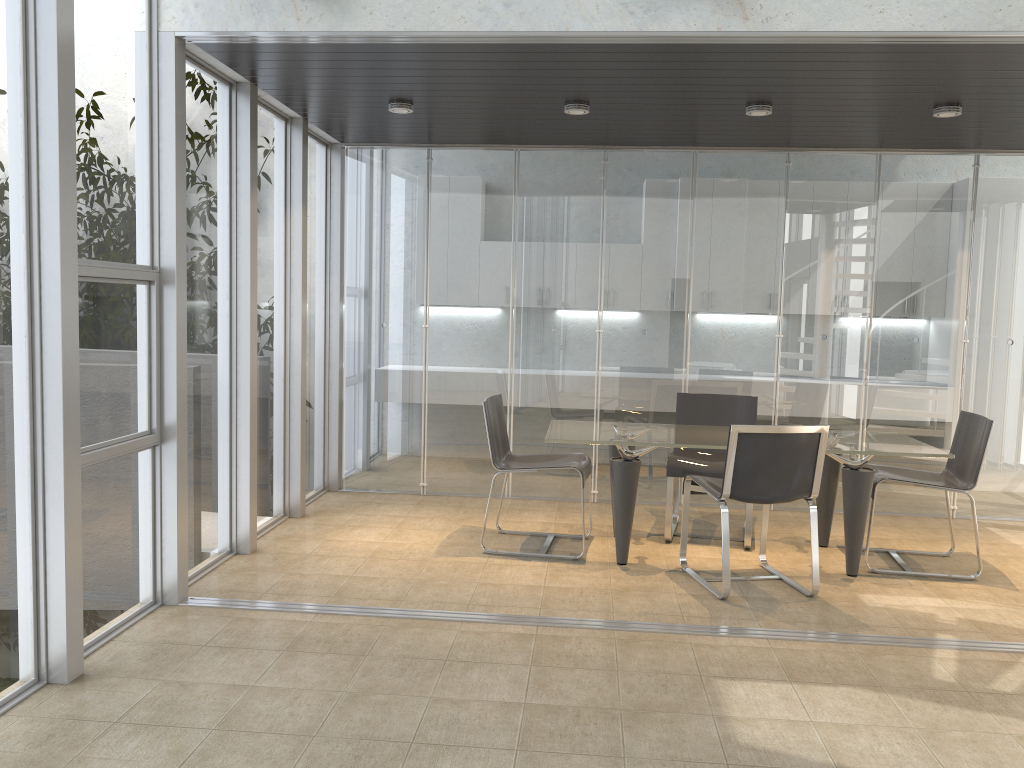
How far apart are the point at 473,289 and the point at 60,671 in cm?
413

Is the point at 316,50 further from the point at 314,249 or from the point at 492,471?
the point at 492,471

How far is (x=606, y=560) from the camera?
5.3 meters

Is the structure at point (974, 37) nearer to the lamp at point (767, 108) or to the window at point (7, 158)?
the window at point (7, 158)

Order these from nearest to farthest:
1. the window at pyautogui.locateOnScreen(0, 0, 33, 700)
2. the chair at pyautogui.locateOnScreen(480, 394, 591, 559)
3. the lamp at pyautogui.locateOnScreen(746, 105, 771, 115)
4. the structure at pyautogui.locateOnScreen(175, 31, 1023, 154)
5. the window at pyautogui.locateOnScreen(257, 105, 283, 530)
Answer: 1. the window at pyautogui.locateOnScreen(0, 0, 33, 700)
2. the structure at pyautogui.locateOnScreen(175, 31, 1023, 154)
3. the lamp at pyautogui.locateOnScreen(746, 105, 771, 115)
4. the chair at pyautogui.locateOnScreen(480, 394, 591, 559)
5. the window at pyautogui.locateOnScreen(257, 105, 283, 530)

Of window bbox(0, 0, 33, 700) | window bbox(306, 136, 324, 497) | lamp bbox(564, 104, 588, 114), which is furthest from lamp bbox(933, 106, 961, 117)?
window bbox(0, 0, 33, 700)

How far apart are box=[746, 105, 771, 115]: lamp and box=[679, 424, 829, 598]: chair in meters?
1.9

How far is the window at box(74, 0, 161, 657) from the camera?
3.6m

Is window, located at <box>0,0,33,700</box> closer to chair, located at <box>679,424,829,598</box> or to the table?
the table

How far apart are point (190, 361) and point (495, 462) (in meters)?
1.83
